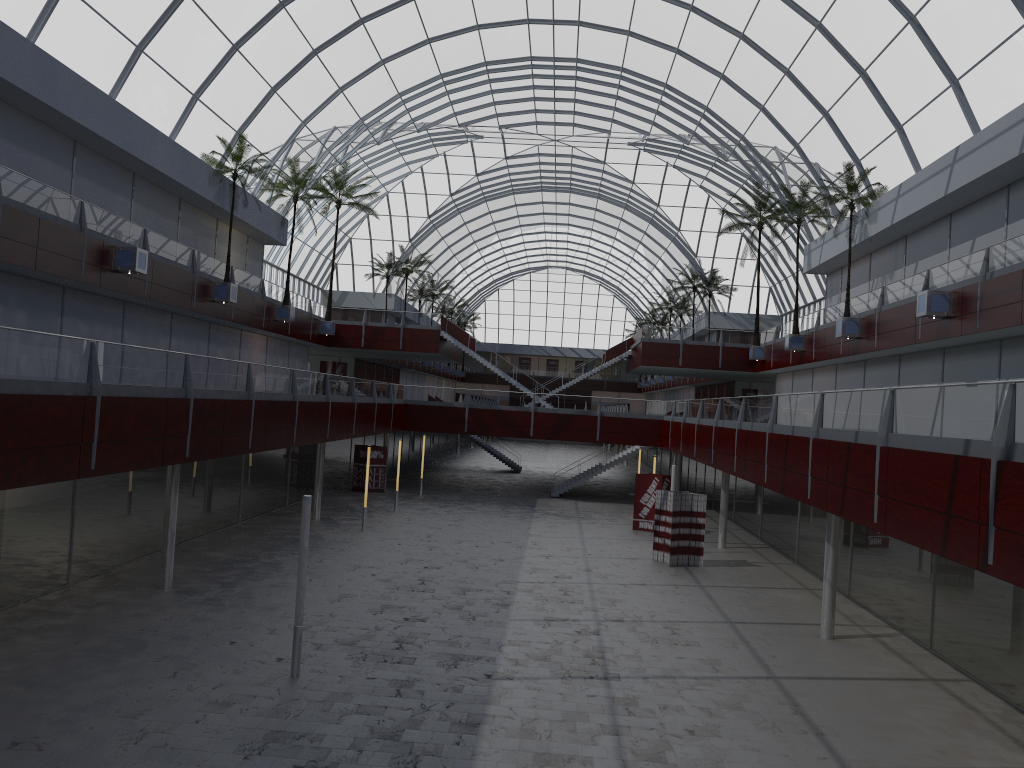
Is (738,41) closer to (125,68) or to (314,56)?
(314,56)

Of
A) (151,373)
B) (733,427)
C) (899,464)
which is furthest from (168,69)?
(899,464)

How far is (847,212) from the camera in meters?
47.9 m
